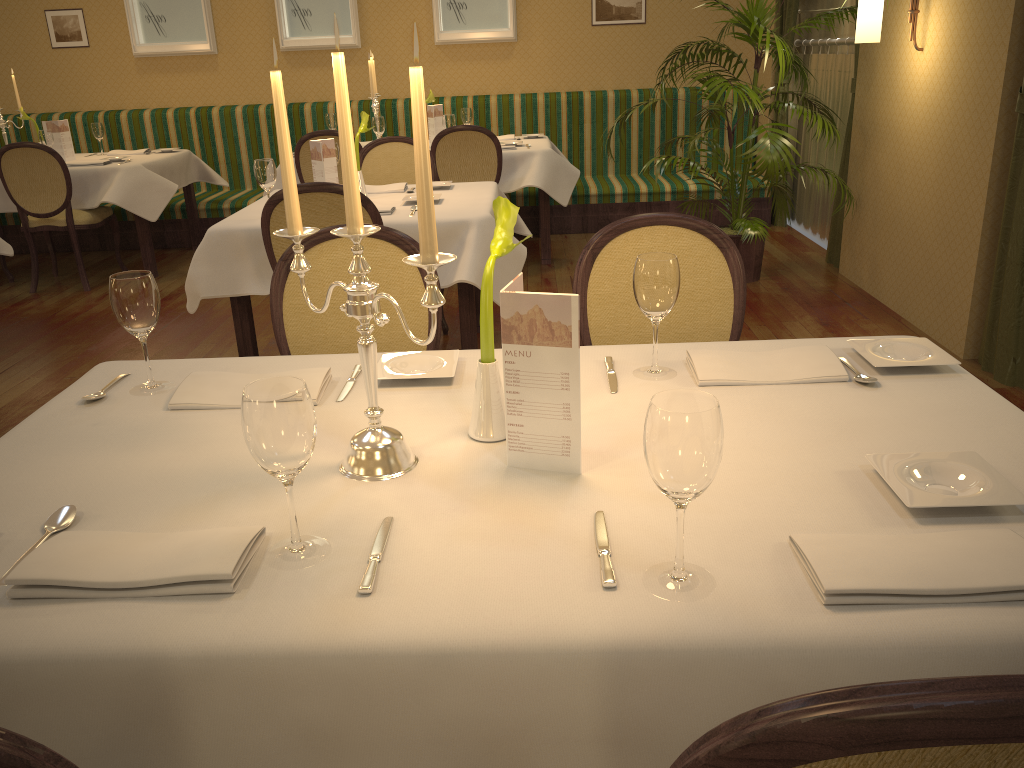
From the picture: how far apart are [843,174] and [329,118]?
3.5m

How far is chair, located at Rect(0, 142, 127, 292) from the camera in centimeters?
544cm

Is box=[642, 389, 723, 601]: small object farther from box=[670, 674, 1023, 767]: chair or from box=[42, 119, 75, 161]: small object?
box=[42, 119, 75, 161]: small object

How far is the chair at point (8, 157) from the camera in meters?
5.4 m

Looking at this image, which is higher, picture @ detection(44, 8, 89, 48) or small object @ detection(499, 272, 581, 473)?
picture @ detection(44, 8, 89, 48)

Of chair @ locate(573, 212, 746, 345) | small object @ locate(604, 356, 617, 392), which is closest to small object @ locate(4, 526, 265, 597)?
small object @ locate(604, 356, 617, 392)

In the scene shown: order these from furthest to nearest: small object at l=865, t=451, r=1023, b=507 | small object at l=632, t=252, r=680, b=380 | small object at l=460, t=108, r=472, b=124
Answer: small object at l=460, t=108, r=472, b=124
small object at l=632, t=252, r=680, b=380
small object at l=865, t=451, r=1023, b=507

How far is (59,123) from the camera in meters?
6.1

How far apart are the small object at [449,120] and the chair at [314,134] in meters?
0.8 m

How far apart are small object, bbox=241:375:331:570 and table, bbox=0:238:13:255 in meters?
4.2 m
